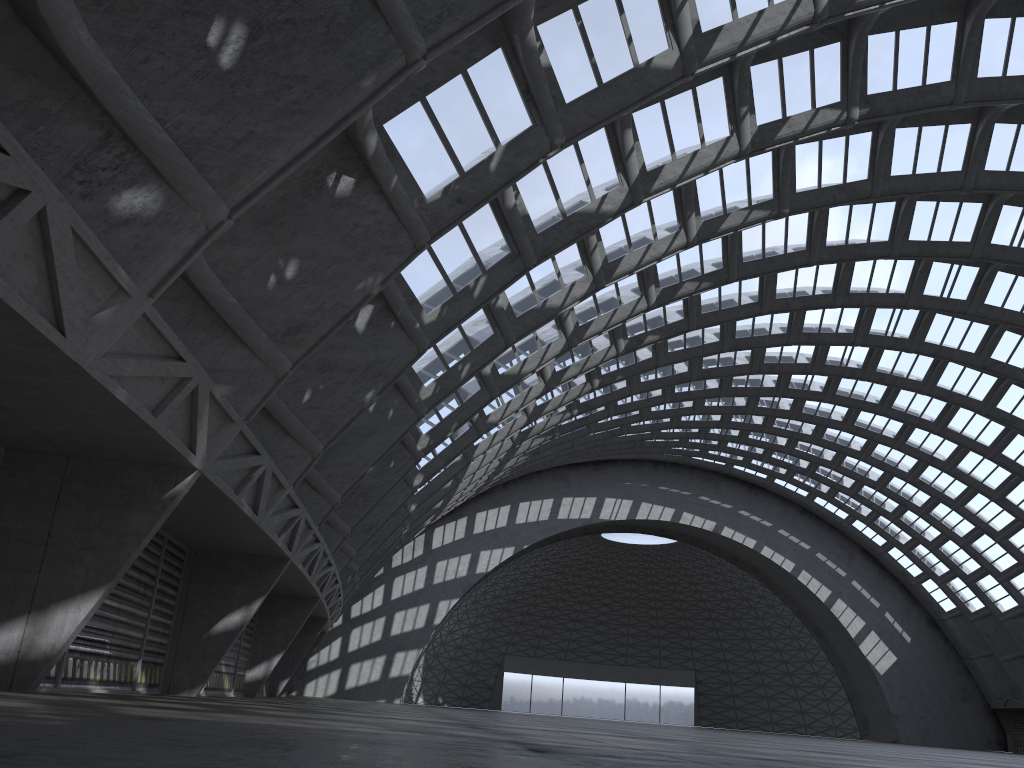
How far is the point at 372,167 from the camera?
12.7 meters
